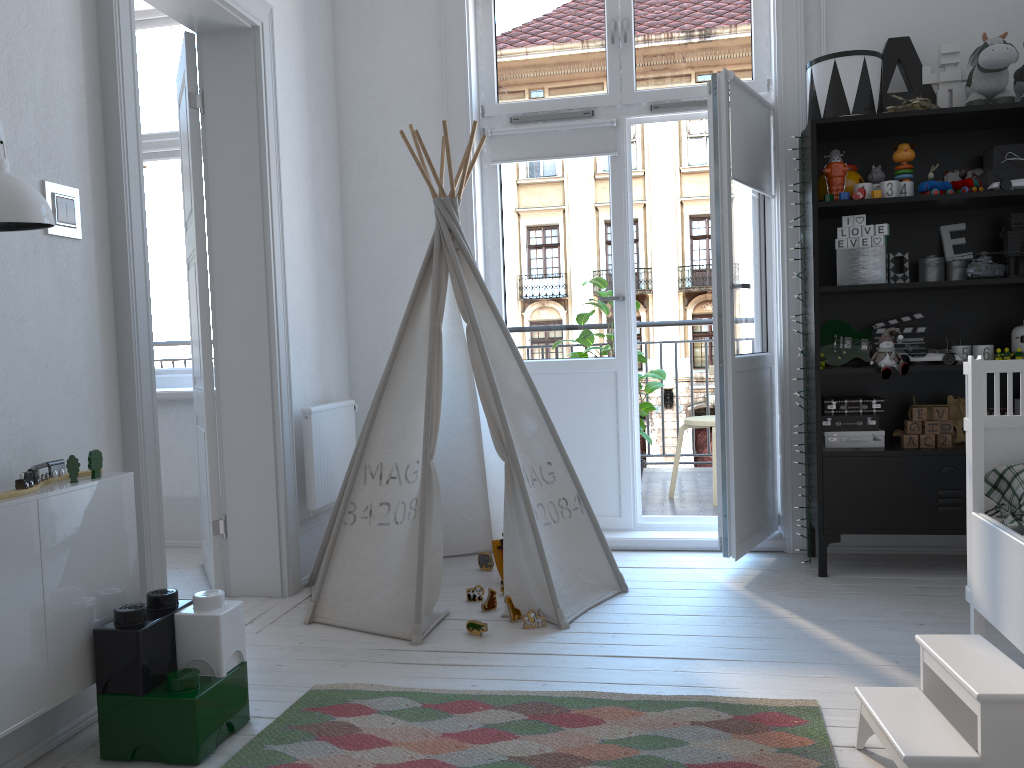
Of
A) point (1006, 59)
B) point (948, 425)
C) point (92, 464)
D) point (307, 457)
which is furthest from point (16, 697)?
point (1006, 59)

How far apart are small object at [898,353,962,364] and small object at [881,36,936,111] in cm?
98

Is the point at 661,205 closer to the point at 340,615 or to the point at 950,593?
the point at 950,593

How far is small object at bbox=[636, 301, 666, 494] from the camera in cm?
466

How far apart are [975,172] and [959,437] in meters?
1.0 m

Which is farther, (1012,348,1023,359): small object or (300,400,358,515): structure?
(300,400,358,515): structure

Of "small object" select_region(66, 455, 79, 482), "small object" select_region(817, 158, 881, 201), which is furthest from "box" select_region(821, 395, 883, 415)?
"small object" select_region(66, 455, 79, 482)

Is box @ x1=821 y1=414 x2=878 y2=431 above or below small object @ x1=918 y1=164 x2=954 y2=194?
below

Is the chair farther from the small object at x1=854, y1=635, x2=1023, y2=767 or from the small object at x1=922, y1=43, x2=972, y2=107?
the small object at x1=854, y1=635, x2=1023, y2=767

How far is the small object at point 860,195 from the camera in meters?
3.2
